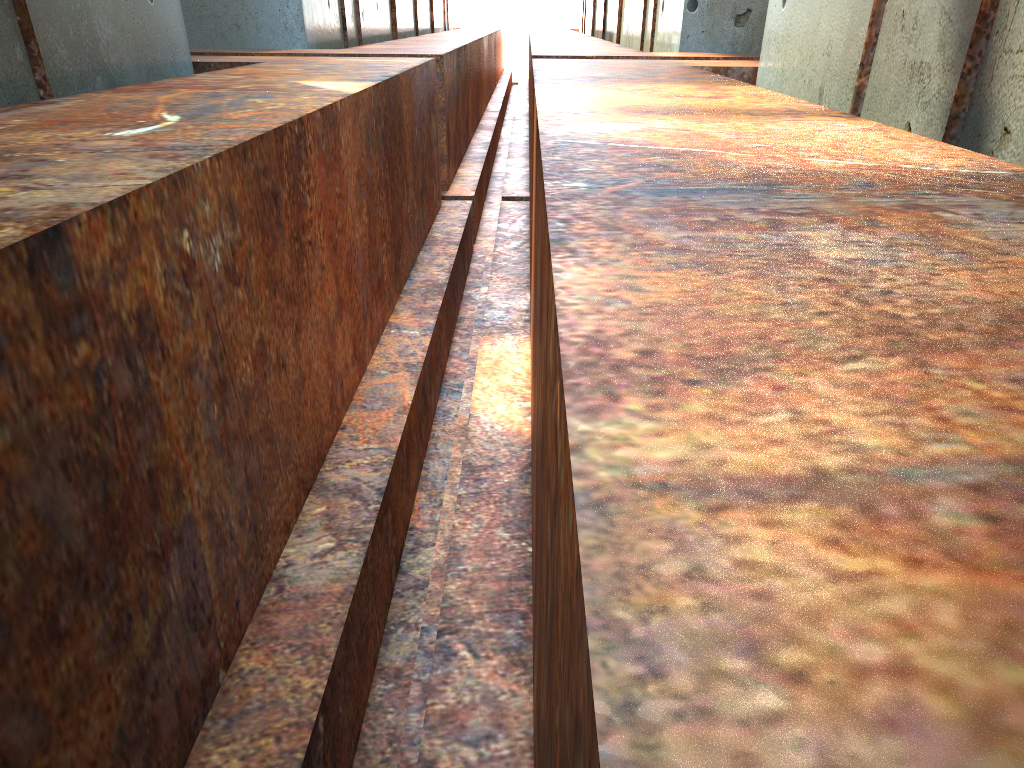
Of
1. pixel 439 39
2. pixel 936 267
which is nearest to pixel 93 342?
pixel 936 267
